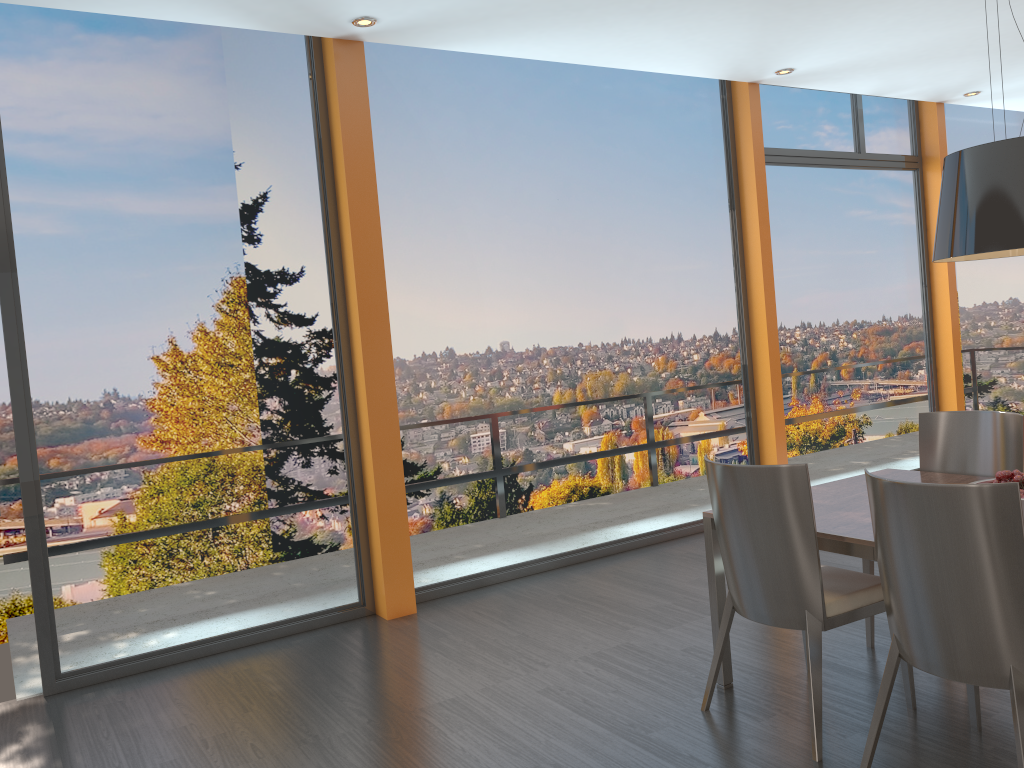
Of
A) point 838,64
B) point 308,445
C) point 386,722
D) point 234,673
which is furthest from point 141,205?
point 838,64

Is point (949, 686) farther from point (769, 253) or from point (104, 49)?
point (104, 49)

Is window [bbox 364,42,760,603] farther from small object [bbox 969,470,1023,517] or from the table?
small object [bbox 969,470,1023,517]

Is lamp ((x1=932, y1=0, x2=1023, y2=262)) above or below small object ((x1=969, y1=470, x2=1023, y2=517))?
above

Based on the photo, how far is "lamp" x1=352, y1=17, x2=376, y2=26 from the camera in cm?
447

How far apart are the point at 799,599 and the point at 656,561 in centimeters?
259cm

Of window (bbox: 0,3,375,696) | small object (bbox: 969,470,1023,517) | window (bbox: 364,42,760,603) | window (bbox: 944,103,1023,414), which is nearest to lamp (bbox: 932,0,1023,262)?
small object (bbox: 969,470,1023,517)

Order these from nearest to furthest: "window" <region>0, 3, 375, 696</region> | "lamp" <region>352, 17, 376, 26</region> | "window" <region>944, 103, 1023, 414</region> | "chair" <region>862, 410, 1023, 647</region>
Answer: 1. "chair" <region>862, 410, 1023, 647</region>
2. "window" <region>0, 3, 375, 696</region>
3. "lamp" <region>352, 17, 376, 26</region>
4. "window" <region>944, 103, 1023, 414</region>

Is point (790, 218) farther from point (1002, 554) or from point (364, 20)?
point (1002, 554)

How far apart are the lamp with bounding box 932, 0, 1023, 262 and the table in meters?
0.9 m
